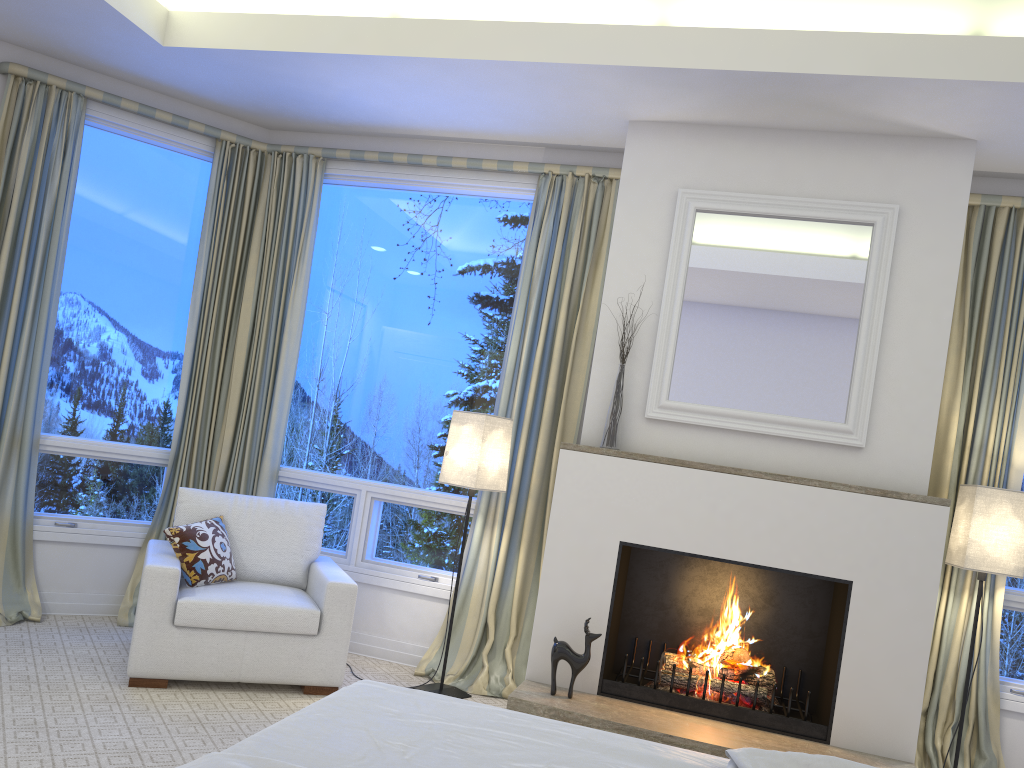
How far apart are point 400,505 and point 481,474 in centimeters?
71cm

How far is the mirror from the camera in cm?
342

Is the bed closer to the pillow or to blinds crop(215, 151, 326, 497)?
the pillow

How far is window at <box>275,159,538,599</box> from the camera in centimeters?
422cm

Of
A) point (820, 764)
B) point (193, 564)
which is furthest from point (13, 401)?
point (820, 764)

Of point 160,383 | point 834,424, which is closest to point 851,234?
point 834,424

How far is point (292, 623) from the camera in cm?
338

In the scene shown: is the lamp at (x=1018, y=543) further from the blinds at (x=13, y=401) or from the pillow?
the blinds at (x=13, y=401)

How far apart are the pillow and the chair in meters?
0.0

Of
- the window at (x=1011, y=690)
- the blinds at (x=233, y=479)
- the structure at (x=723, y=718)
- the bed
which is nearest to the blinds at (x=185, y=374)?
the blinds at (x=233, y=479)
